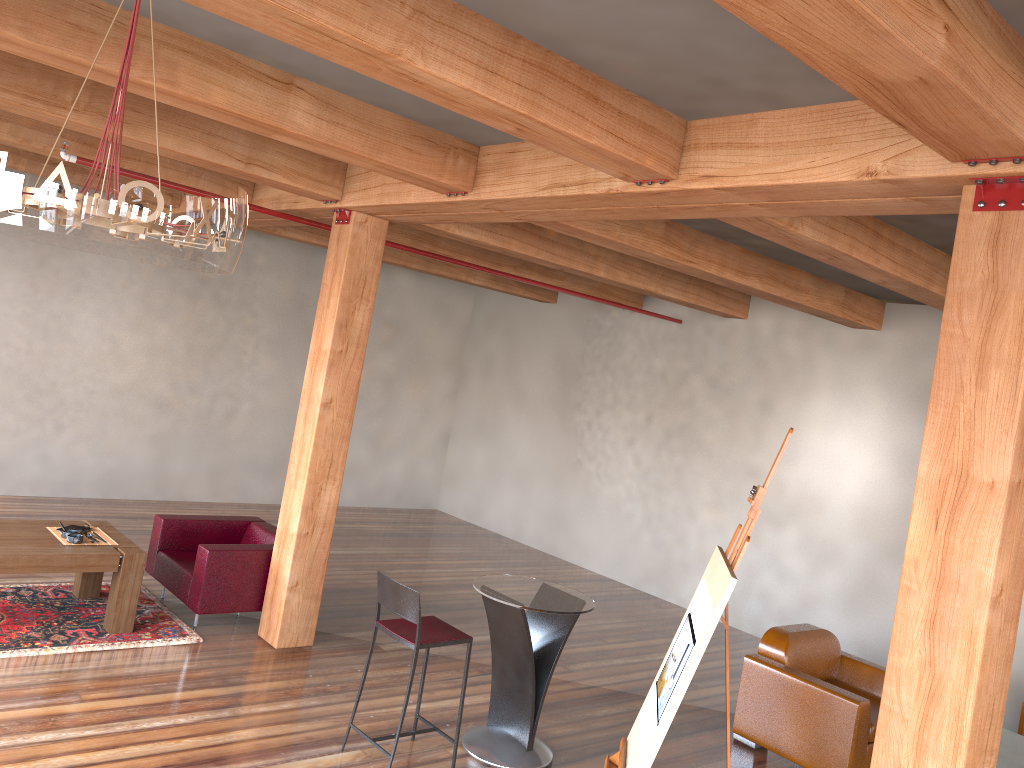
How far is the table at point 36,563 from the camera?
5.5 meters

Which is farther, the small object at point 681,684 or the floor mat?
the floor mat

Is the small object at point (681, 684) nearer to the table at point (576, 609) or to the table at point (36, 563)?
A: the table at point (576, 609)

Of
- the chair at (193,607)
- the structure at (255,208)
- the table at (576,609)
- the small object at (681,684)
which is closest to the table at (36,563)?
the chair at (193,607)

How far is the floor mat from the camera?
5.54m

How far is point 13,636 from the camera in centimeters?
554cm

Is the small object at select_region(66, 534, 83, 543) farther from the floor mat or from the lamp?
the lamp

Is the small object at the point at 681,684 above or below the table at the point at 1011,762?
above

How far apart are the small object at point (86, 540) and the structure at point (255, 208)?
2.6m

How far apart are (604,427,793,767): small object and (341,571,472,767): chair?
1.1m
